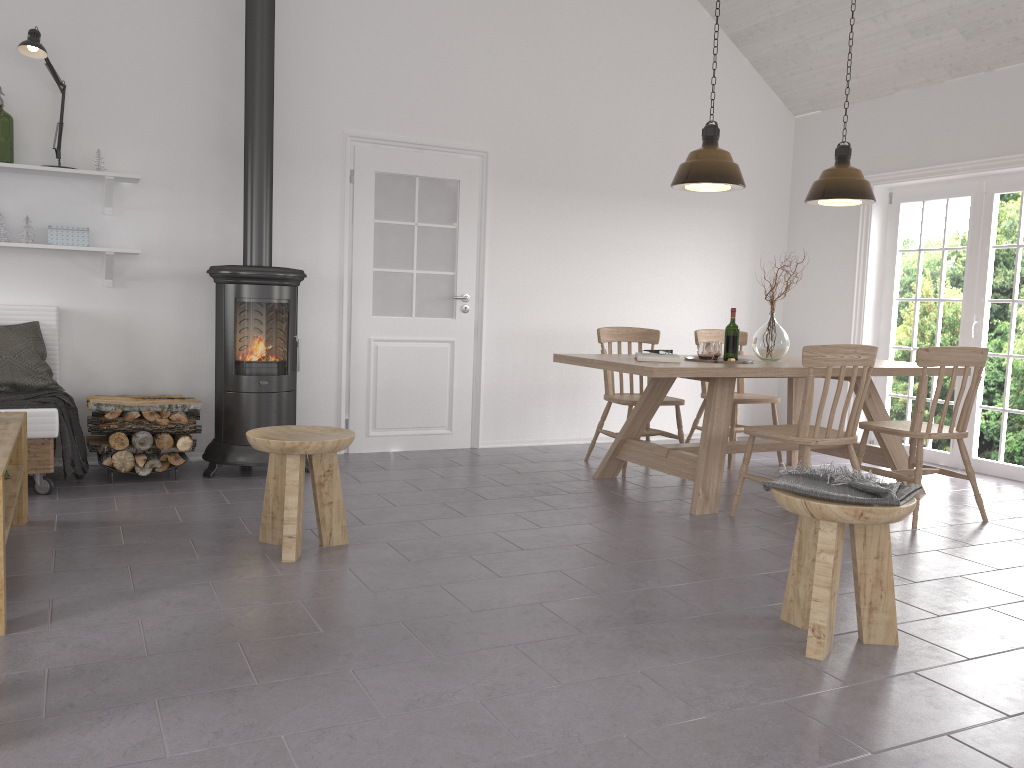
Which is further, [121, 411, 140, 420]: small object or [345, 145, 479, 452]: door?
[345, 145, 479, 452]: door

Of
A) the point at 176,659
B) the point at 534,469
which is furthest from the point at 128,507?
the point at 534,469

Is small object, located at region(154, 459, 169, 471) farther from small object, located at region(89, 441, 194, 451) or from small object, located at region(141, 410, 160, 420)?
small object, located at region(89, 441, 194, 451)

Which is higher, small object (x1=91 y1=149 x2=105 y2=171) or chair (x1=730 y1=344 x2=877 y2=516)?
small object (x1=91 y1=149 x2=105 y2=171)

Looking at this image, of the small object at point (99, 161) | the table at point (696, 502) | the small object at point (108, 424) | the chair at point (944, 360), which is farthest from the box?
the chair at point (944, 360)

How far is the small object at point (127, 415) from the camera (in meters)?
4.69

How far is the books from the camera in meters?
4.7 m

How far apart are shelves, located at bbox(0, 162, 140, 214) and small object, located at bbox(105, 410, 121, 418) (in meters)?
1.26

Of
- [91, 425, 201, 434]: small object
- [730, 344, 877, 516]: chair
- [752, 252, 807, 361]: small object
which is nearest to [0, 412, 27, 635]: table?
[91, 425, 201, 434]: small object

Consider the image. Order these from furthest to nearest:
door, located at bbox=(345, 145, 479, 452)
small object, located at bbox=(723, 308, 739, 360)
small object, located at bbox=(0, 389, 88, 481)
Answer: door, located at bbox=(345, 145, 479, 452) → small object, located at bbox=(723, 308, 739, 360) → small object, located at bbox=(0, 389, 88, 481)
